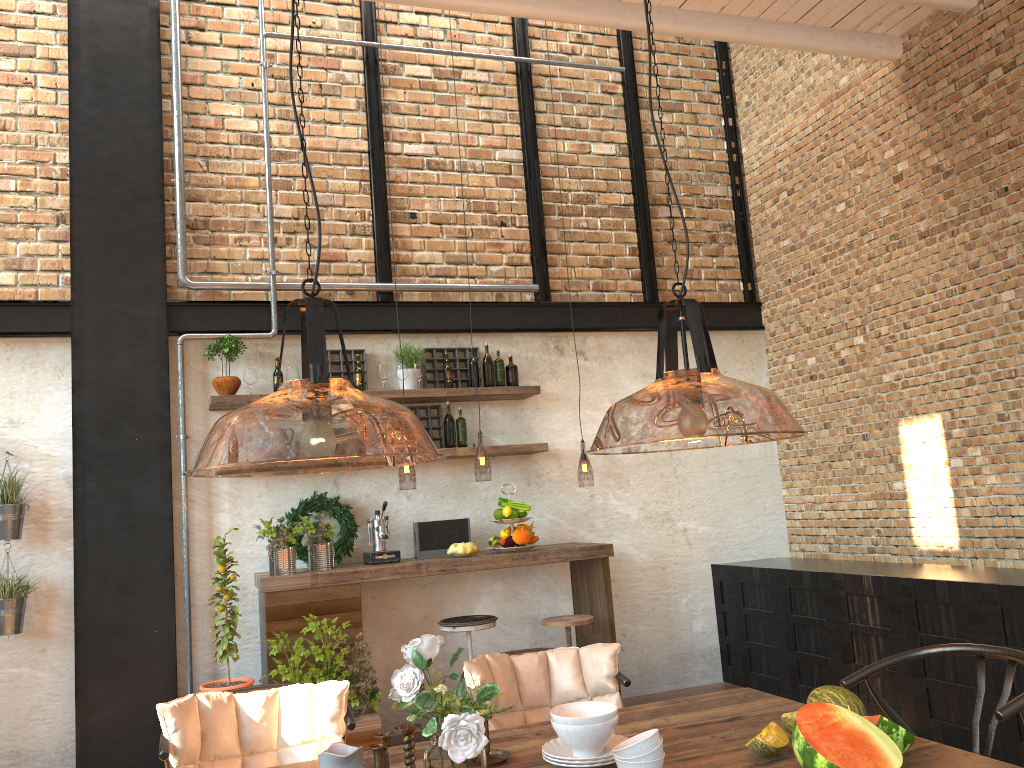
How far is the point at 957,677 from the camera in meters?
4.5

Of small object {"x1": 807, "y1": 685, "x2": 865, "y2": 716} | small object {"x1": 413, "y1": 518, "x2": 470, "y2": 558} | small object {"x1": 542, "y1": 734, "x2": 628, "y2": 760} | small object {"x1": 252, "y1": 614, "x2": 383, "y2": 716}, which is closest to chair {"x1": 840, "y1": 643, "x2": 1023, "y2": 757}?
small object {"x1": 807, "y1": 685, "x2": 865, "y2": 716}

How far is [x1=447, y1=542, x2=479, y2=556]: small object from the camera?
5.3 meters

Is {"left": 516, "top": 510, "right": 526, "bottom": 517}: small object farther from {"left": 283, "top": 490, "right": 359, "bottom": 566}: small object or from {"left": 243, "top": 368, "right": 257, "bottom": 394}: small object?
{"left": 243, "top": 368, "right": 257, "bottom": 394}: small object

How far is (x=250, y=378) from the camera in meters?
5.5 m

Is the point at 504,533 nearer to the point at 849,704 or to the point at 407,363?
the point at 407,363

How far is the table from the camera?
2.21m

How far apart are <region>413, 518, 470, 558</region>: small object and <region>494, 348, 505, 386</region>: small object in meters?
1.0 m

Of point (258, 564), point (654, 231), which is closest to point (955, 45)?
point (654, 231)

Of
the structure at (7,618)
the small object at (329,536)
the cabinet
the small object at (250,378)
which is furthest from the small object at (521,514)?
the structure at (7,618)
